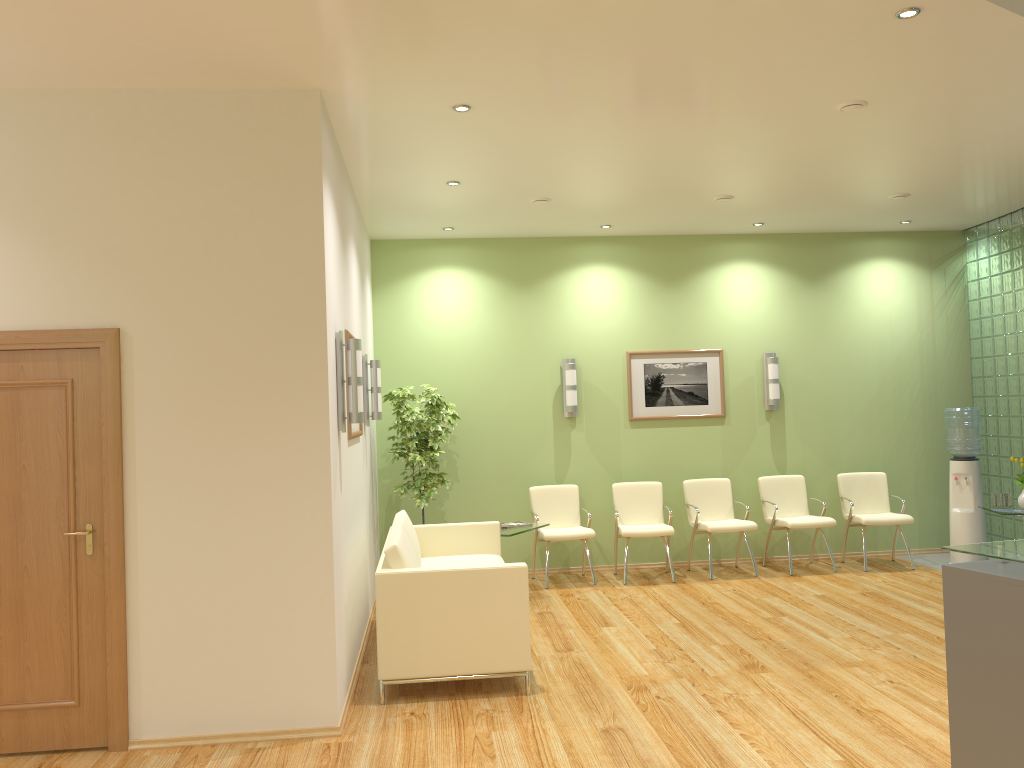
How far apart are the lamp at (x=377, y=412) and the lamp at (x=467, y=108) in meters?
2.6

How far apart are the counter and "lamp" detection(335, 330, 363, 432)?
3.1 meters

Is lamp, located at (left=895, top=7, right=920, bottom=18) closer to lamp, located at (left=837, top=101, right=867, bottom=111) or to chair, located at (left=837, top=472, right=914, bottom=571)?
lamp, located at (left=837, top=101, right=867, bottom=111)

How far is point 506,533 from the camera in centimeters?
733cm

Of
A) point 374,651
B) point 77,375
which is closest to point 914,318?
point 374,651

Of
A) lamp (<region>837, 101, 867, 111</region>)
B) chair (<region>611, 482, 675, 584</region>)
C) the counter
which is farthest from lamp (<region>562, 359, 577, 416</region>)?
the counter

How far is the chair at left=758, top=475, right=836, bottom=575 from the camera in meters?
8.3

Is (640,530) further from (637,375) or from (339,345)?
(339,345)

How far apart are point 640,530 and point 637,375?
1.64m

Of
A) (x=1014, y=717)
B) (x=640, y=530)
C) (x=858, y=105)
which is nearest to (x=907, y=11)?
(x=858, y=105)
